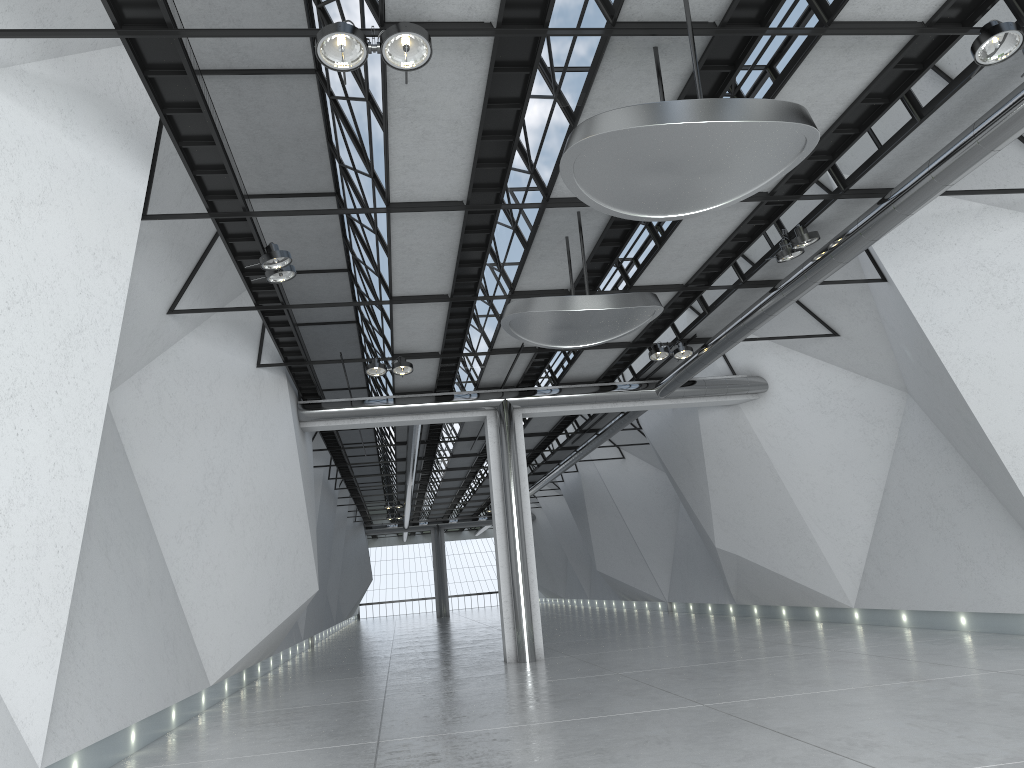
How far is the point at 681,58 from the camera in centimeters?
4056cm
